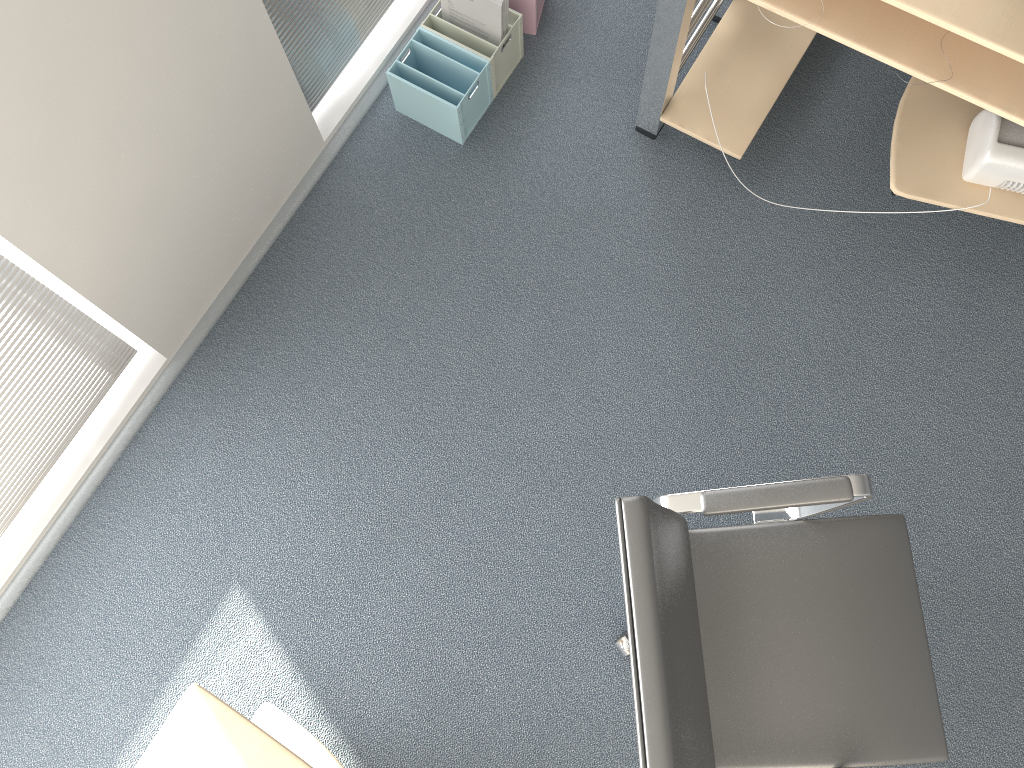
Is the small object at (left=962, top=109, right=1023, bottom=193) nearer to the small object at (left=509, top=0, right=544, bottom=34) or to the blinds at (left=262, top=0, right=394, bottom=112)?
the small object at (left=509, top=0, right=544, bottom=34)

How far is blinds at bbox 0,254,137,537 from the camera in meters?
2.0 m

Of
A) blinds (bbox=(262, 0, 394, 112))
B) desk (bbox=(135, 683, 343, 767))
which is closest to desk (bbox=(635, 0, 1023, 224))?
blinds (bbox=(262, 0, 394, 112))

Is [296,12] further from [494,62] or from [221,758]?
[221,758]

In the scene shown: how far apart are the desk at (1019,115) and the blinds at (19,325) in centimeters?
161cm

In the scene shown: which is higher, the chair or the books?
the chair

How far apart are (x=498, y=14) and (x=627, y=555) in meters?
1.8 m

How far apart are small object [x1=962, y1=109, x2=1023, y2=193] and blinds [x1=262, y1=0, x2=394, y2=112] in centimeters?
173cm

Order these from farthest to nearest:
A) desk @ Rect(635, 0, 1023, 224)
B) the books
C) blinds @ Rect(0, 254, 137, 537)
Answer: the books, blinds @ Rect(0, 254, 137, 537), desk @ Rect(635, 0, 1023, 224)

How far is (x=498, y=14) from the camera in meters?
2.5 m
